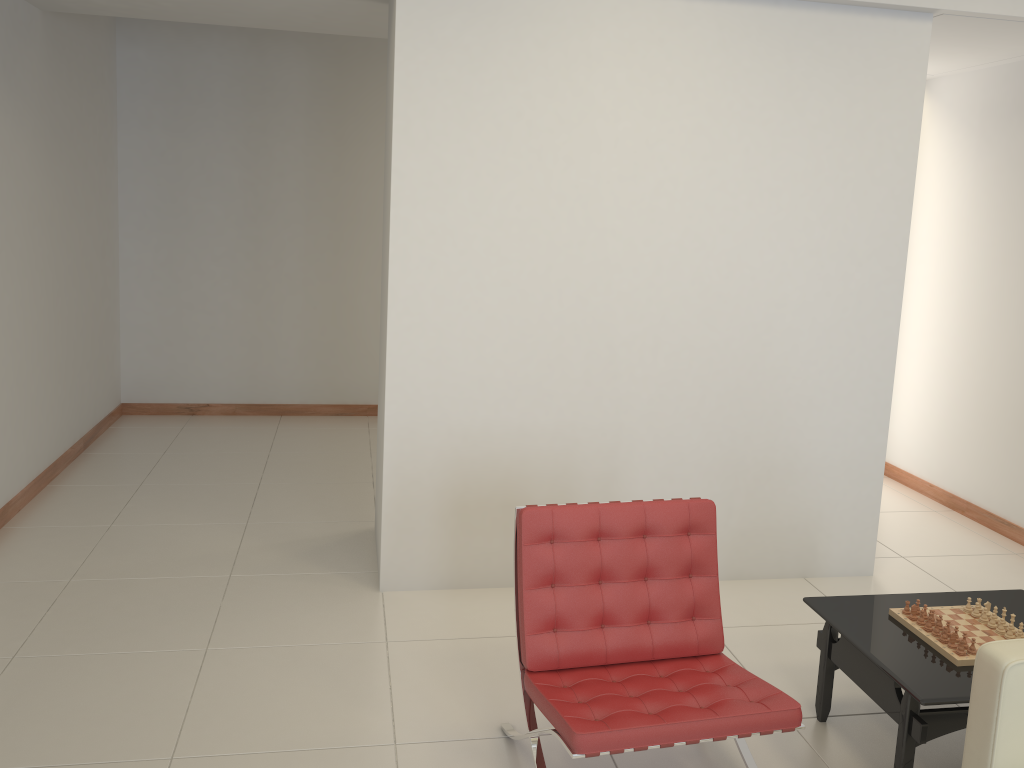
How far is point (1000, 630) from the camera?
3.0 meters

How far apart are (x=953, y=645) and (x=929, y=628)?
0.1m

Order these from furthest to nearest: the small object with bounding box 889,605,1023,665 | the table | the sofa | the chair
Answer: the small object with bounding box 889,605,1023,665 → the table → the chair → the sofa

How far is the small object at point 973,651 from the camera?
2.8 meters

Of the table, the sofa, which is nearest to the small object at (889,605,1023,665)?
the table

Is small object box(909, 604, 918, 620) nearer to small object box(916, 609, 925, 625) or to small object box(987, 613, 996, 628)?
small object box(916, 609, 925, 625)

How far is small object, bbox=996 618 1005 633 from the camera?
2.99m

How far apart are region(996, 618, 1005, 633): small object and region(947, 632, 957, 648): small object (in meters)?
0.24

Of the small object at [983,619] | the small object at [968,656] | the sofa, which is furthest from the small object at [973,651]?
the sofa

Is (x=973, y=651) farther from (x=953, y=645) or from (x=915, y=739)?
(x=915, y=739)
